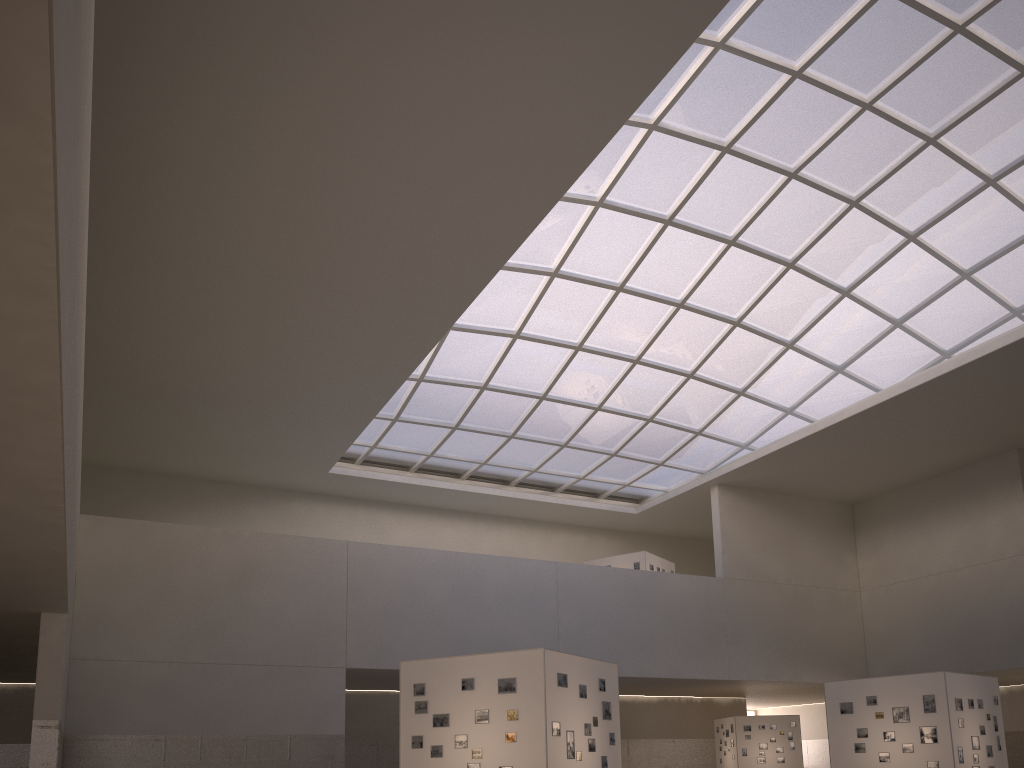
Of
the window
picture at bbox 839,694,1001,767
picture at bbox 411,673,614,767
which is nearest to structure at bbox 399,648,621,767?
picture at bbox 411,673,614,767

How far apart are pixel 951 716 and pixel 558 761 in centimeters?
1587cm

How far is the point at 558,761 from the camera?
20.5m

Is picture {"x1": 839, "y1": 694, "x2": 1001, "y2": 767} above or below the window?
below

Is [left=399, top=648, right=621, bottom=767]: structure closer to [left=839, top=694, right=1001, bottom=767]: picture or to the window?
[left=839, top=694, right=1001, bottom=767]: picture

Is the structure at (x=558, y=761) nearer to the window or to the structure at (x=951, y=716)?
the structure at (x=951, y=716)

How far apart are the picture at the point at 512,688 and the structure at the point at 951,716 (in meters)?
12.48

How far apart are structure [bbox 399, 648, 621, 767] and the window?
22.8m

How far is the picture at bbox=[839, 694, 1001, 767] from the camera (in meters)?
28.66

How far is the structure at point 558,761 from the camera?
20.5m
